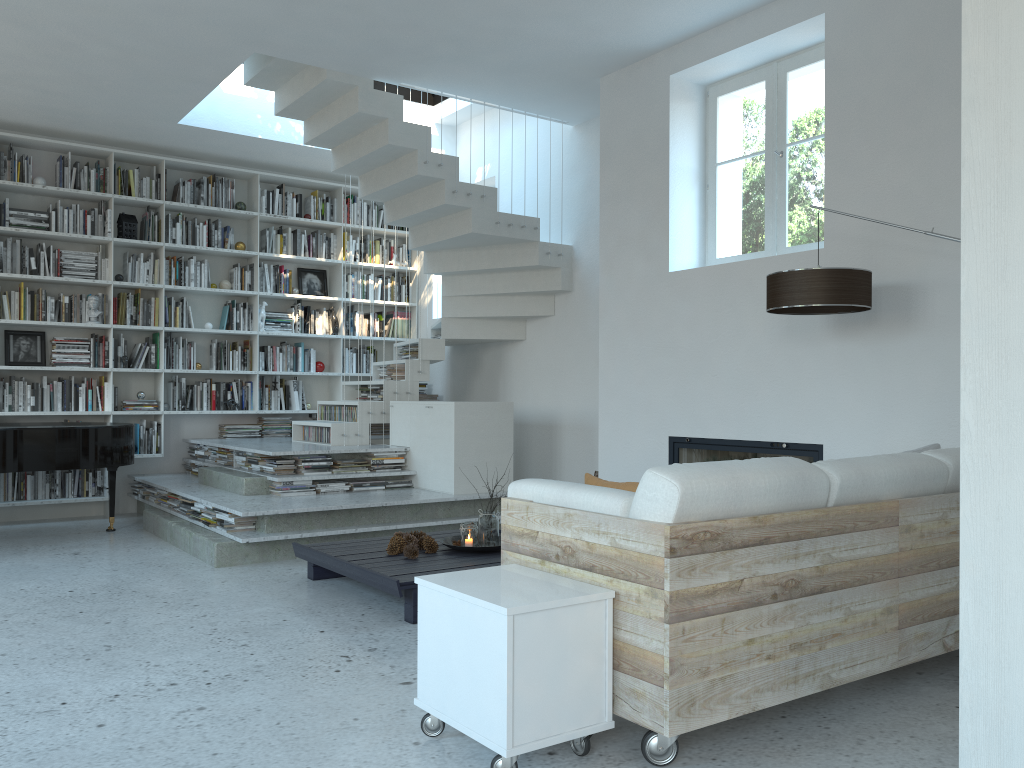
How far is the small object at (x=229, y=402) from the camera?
8.1 meters

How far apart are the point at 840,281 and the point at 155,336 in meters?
6.1 m

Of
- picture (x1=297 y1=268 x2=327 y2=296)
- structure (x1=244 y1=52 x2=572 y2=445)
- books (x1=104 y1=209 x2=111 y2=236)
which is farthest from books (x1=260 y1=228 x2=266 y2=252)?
structure (x1=244 y1=52 x2=572 y2=445)

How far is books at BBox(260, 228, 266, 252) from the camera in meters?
8.5 m

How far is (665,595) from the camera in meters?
2.4 m

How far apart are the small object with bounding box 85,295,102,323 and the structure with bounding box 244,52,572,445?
1.89m

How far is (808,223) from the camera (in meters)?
5.08

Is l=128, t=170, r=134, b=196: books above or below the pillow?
above

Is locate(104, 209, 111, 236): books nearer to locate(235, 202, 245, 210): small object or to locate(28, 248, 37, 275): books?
locate(28, 248, 37, 275): books

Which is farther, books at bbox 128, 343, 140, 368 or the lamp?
books at bbox 128, 343, 140, 368
